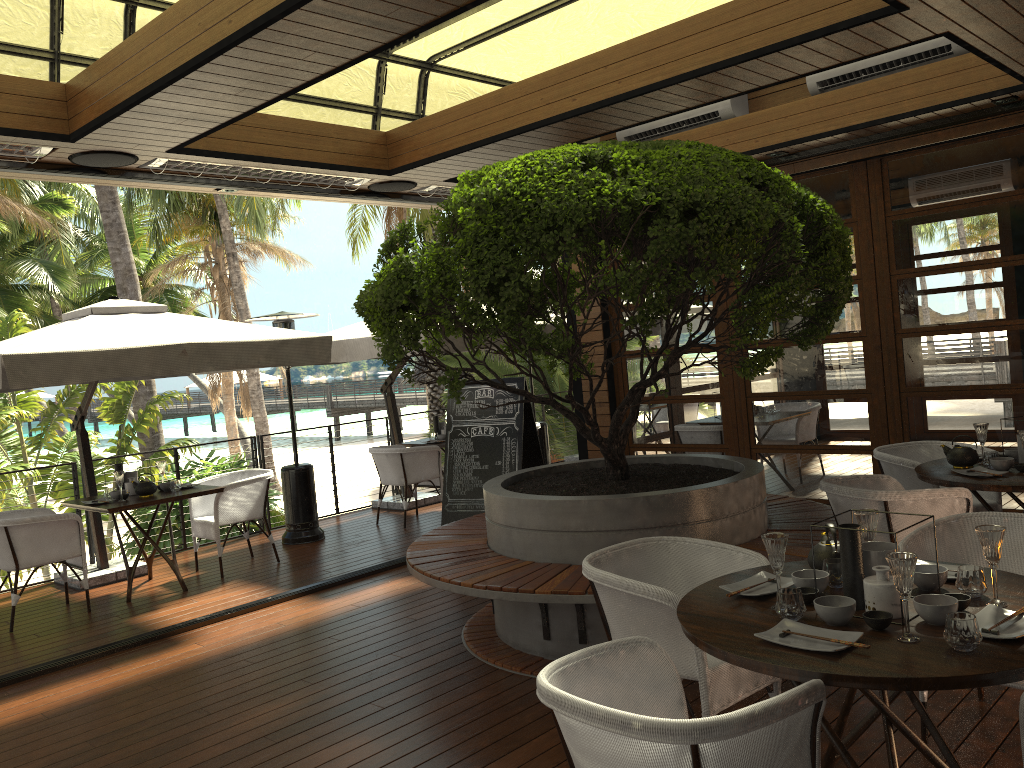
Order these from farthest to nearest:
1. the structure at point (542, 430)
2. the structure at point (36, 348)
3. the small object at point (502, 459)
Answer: the structure at point (542, 430) → the small object at point (502, 459) → the structure at point (36, 348)

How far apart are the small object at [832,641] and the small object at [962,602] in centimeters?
38cm

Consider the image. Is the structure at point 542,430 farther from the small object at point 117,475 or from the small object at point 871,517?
the small object at point 871,517

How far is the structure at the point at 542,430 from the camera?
10.8 meters

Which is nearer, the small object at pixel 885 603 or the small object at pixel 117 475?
the small object at pixel 885 603

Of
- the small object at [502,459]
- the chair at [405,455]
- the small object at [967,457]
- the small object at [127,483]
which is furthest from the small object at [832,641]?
the chair at [405,455]

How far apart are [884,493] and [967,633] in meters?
2.2 m

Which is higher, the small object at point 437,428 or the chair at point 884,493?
the small object at point 437,428

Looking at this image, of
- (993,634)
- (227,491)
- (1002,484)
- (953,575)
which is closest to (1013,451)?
(1002,484)

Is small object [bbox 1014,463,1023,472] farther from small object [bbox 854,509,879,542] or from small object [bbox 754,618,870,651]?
small object [bbox 754,618,870,651]
